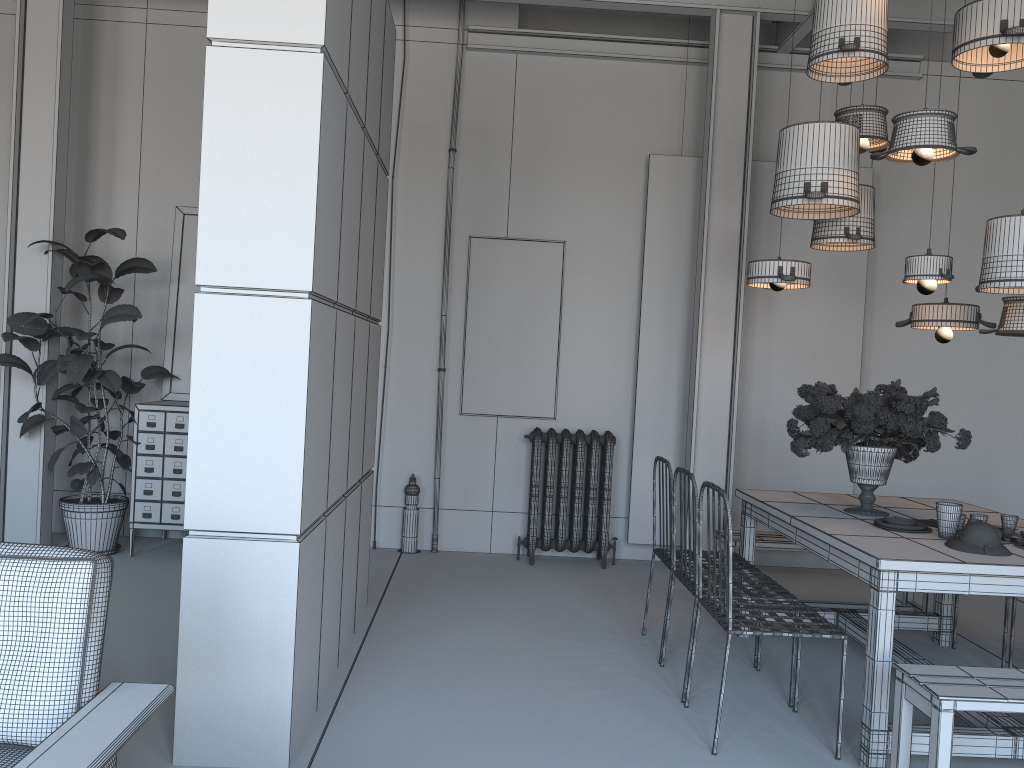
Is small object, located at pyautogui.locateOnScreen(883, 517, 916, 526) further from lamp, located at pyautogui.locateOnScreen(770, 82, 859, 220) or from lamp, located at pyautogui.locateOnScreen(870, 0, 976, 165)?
lamp, located at pyautogui.locateOnScreen(870, 0, 976, 165)

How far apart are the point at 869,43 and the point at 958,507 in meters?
2.0

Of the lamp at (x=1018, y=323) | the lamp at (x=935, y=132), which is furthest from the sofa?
the lamp at (x=1018, y=323)

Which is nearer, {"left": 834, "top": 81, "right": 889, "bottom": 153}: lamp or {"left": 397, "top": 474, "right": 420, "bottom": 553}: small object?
{"left": 834, "top": 81, "right": 889, "bottom": 153}: lamp

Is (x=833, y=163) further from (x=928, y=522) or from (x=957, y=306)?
→ (x=928, y=522)

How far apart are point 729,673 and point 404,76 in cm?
470

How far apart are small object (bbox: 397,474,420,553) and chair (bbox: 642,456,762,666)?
2.3 meters

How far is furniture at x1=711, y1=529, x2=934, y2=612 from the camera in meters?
5.1

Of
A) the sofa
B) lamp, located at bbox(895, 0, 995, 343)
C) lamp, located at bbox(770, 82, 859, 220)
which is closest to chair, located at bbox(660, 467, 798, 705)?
lamp, located at bbox(770, 82, 859, 220)

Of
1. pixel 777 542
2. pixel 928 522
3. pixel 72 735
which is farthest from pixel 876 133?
pixel 72 735
